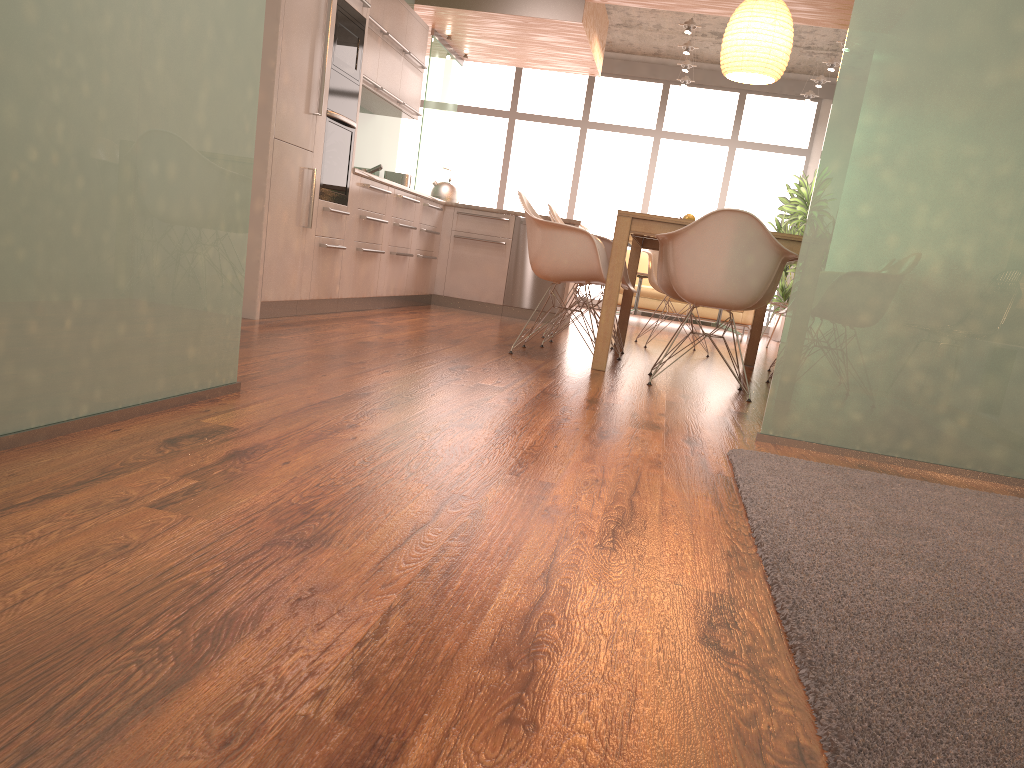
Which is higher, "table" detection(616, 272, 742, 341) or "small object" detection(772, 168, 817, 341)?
"small object" detection(772, 168, 817, 341)

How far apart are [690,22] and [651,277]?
3.8m

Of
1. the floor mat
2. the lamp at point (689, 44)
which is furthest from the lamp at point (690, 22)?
the floor mat

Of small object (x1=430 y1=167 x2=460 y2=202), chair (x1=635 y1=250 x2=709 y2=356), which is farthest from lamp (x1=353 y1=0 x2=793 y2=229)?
small object (x1=430 y1=167 x2=460 y2=202)

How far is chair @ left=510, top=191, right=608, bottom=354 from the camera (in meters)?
4.68

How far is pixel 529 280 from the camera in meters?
7.8 m

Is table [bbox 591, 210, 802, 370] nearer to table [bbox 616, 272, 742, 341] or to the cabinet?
the cabinet

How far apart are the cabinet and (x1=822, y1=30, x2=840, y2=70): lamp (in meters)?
4.25

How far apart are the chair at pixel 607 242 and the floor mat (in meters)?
2.73

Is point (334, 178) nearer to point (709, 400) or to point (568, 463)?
point (709, 400)
